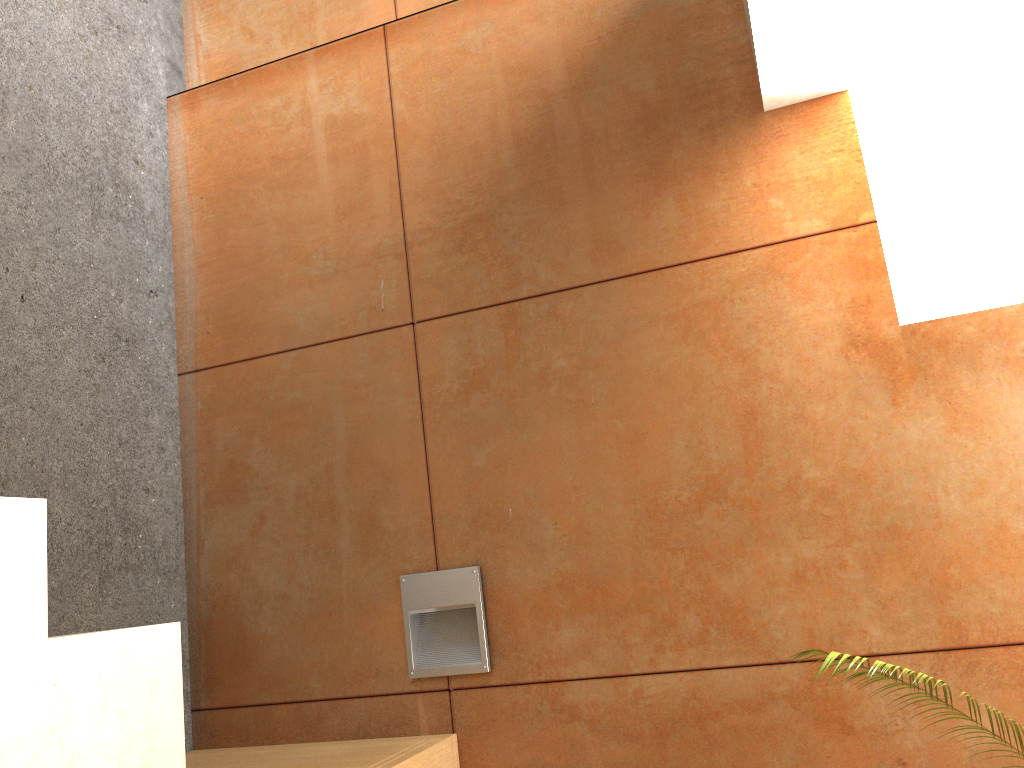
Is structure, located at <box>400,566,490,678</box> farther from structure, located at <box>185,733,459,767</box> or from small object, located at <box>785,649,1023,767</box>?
small object, located at <box>785,649,1023,767</box>

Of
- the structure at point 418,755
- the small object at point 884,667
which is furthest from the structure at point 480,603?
the small object at point 884,667

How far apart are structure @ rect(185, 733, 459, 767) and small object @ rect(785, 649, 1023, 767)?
0.96m

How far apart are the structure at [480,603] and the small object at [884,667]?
0.9 meters

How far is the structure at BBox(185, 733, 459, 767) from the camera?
2.0 meters

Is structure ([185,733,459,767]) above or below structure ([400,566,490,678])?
below

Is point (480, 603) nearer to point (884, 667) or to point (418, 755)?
point (418, 755)

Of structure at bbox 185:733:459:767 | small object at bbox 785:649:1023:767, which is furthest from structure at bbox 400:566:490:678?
small object at bbox 785:649:1023:767

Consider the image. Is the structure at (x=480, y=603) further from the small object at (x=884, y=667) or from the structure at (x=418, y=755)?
the small object at (x=884, y=667)

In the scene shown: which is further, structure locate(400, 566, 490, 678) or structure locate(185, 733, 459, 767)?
structure locate(400, 566, 490, 678)
